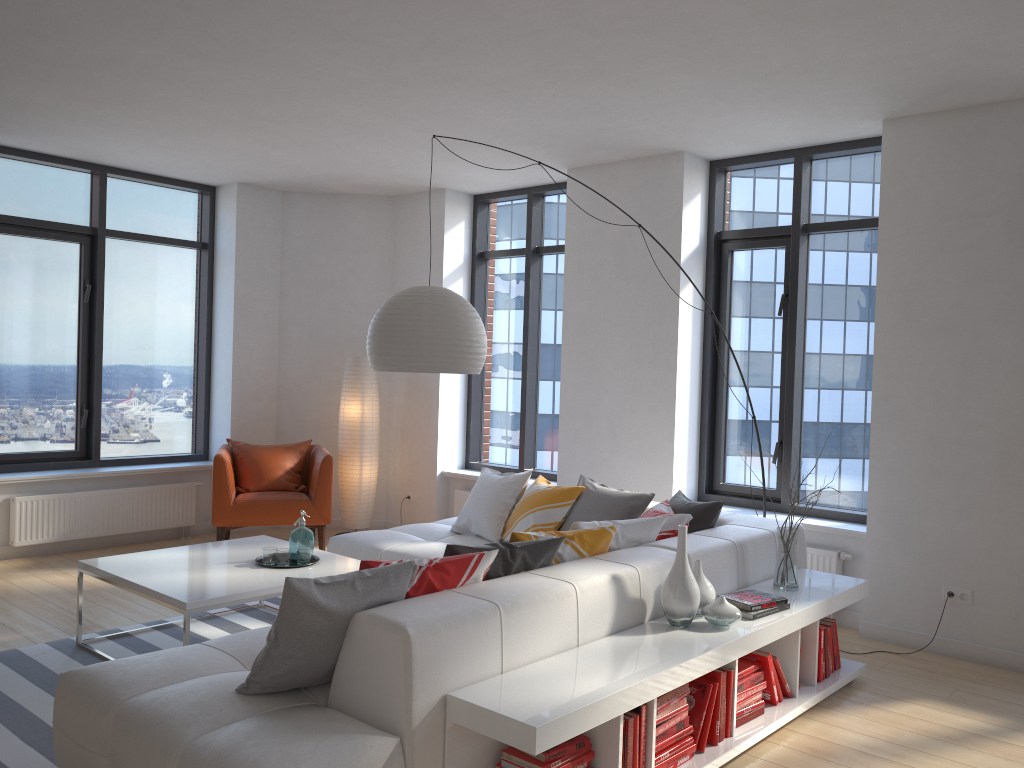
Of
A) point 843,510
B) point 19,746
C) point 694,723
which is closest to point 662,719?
point 694,723

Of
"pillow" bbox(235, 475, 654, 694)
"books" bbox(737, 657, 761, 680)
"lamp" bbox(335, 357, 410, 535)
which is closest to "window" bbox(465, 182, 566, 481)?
"lamp" bbox(335, 357, 410, 535)

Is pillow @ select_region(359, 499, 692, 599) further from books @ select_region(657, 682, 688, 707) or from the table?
the table

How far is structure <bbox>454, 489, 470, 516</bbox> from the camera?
7.38m

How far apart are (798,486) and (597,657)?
3.3m

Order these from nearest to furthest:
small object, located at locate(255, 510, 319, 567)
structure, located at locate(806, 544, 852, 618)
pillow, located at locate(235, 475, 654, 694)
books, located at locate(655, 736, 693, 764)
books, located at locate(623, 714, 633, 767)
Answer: pillow, located at locate(235, 475, 654, 694) → books, located at locate(623, 714, 633, 767) → books, located at locate(655, 736, 693, 764) → small object, located at locate(255, 510, 319, 567) → structure, located at locate(806, 544, 852, 618)

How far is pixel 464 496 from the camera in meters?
7.4

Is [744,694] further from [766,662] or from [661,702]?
[661,702]

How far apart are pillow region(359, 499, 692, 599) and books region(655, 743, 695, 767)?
0.9 meters

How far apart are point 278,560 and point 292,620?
1.91m
